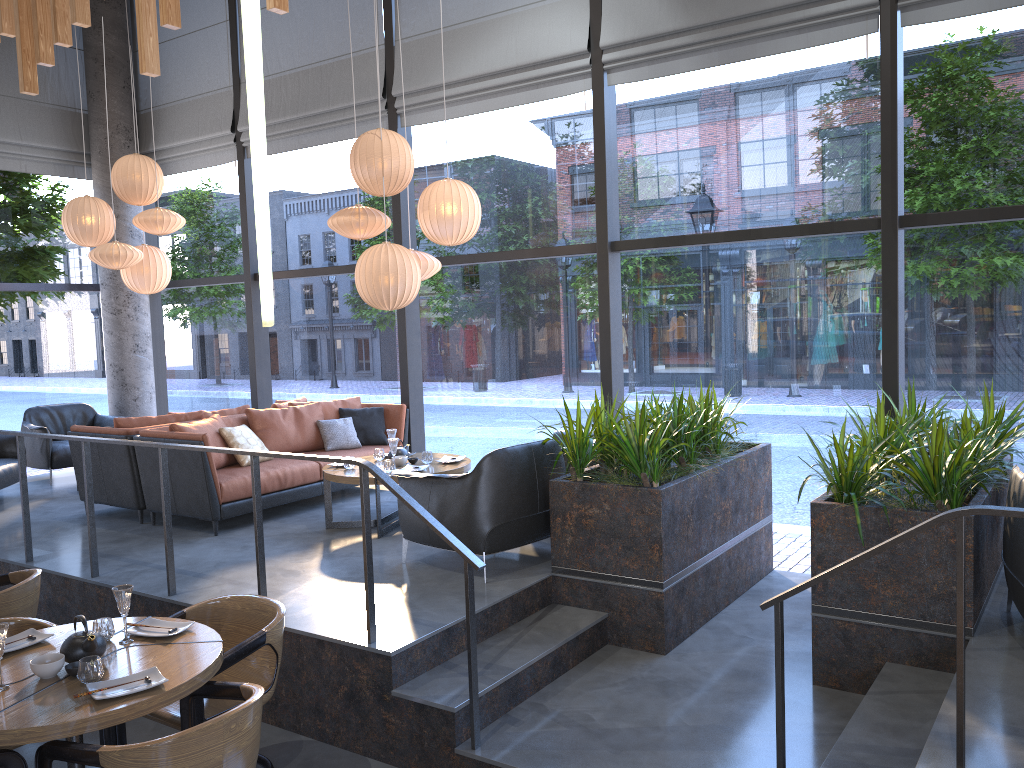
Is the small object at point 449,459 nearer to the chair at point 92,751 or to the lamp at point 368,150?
the lamp at point 368,150

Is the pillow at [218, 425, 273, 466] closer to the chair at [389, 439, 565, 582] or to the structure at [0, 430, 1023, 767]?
the structure at [0, 430, 1023, 767]

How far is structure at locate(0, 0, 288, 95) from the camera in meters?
5.3 m

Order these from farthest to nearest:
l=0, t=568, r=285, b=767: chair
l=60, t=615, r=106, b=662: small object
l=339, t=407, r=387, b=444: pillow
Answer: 1. l=339, t=407, r=387, b=444: pillow
2. l=60, t=615, r=106, b=662: small object
3. l=0, t=568, r=285, b=767: chair

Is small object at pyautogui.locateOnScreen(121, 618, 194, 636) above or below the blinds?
below

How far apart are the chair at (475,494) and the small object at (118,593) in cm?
185

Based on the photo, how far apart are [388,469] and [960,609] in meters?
4.1

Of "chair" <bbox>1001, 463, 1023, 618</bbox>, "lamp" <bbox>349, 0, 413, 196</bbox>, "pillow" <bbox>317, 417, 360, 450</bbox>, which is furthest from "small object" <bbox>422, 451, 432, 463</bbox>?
"chair" <bbox>1001, 463, 1023, 618</bbox>

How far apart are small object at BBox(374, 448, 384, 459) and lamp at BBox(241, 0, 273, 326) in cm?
413

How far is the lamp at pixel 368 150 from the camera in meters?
6.2
